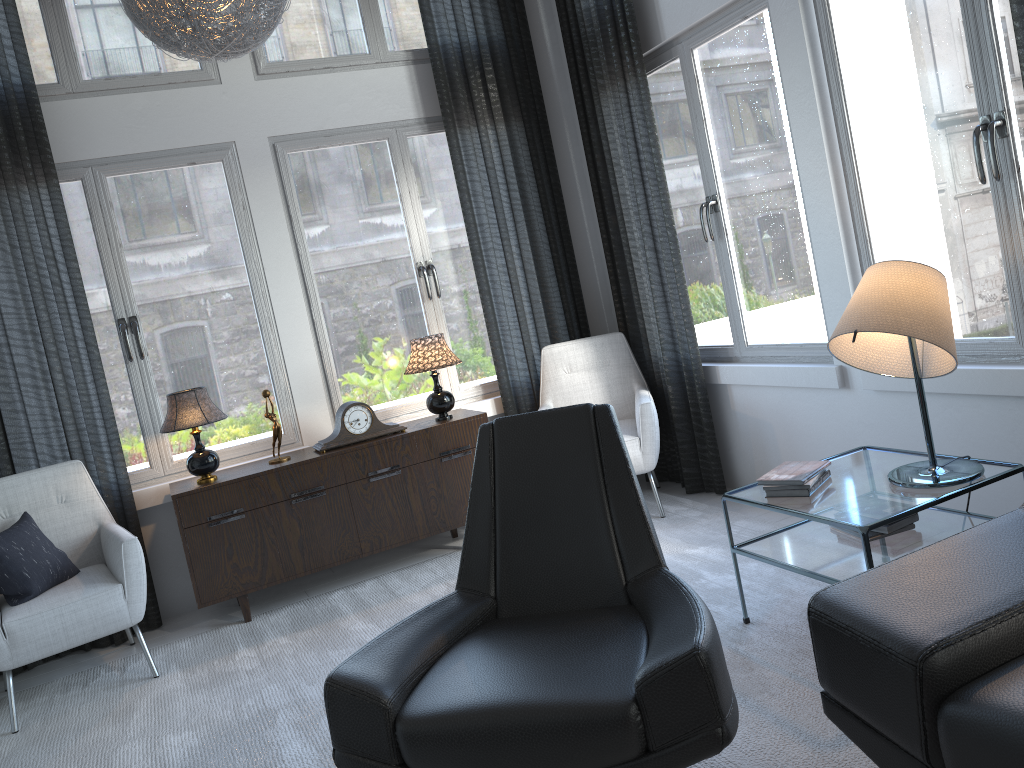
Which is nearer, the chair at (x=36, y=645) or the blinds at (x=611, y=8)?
the chair at (x=36, y=645)

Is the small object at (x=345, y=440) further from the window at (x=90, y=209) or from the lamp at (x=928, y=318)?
the lamp at (x=928, y=318)

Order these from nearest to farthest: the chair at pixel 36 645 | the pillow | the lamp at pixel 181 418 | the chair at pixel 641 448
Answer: the chair at pixel 36 645, the pillow, the lamp at pixel 181 418, the chair at pixel 641 448

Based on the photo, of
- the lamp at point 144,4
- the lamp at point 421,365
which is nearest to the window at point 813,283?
the lamp at point 421,365

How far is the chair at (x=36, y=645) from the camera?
3.1 meters

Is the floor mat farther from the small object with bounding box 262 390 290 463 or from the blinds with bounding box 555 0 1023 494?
the small object with bounding box 262 390 290 463

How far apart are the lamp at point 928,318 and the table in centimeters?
2cm

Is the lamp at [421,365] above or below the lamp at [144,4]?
below

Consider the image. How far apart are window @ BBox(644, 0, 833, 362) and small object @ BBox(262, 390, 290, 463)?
2.01m

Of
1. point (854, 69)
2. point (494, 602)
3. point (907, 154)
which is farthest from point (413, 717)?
point (854, 69)
